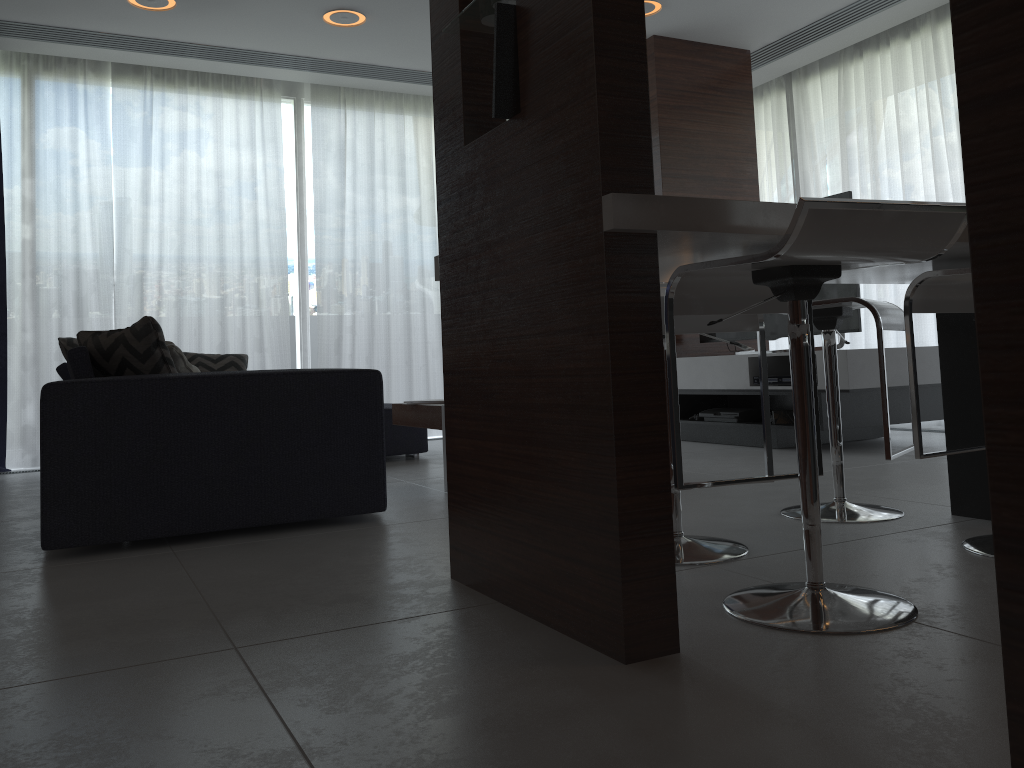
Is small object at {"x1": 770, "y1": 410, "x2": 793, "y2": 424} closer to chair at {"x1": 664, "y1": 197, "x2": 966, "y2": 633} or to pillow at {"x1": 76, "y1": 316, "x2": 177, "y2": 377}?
chair at {"x1": 664, "y1": 197, "x2": 966, "y2": 633}

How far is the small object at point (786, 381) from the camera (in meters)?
4.52

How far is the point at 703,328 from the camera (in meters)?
2.10

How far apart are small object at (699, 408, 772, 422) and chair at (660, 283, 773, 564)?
2.51m

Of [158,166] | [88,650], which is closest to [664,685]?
[88,650]

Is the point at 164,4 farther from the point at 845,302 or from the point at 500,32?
the point at 845,302

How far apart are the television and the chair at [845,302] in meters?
1.7

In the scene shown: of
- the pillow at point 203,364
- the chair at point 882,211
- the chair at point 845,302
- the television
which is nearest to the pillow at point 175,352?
the chair at point 882,211

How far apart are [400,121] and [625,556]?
5.5 meters

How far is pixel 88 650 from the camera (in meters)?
1.65
